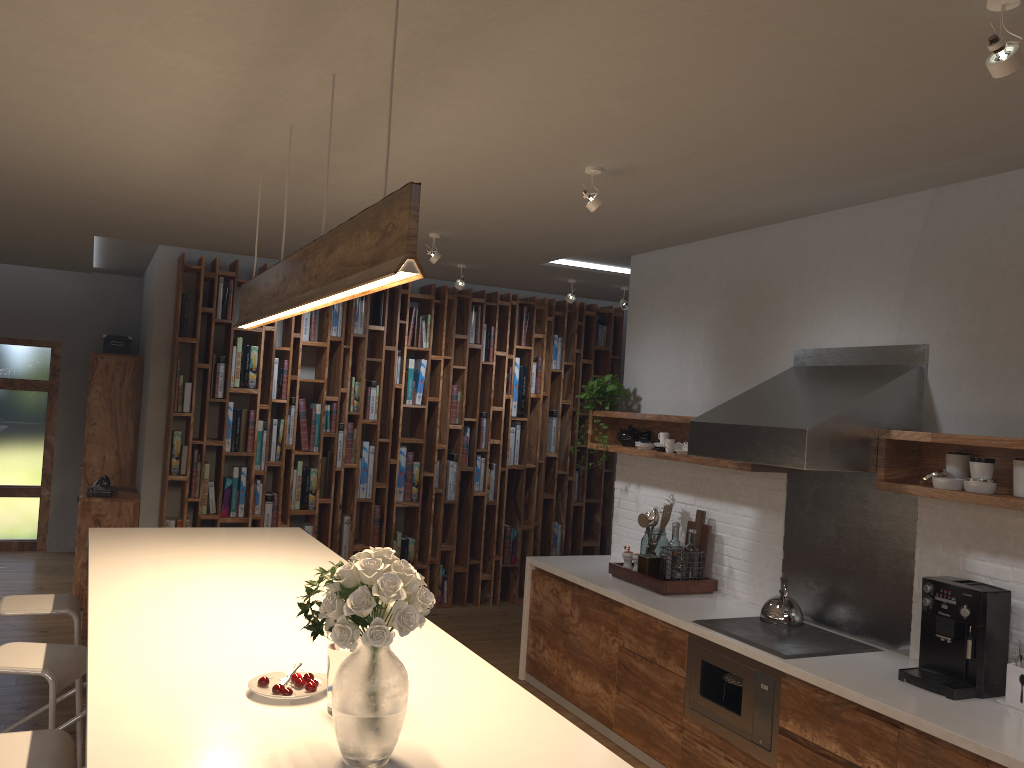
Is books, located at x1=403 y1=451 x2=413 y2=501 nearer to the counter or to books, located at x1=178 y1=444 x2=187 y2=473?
books, located at x1=178 y1=444 x2=187 y2=473

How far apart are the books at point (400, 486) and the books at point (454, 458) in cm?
46

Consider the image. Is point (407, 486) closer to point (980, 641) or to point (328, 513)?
point (328, 513)

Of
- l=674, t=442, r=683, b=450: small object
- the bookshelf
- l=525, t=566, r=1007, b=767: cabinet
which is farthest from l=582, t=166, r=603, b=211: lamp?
the bookshelf

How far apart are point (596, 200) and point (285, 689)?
2.25m

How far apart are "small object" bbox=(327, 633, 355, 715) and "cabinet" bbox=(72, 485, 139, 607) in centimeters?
524cm

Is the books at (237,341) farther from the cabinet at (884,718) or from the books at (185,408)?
the cabinet at (884,718)

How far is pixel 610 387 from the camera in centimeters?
571cm

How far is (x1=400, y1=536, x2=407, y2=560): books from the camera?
7.33m

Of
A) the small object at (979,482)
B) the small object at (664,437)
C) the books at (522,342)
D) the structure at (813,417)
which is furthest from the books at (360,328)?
the small object at (979,482)
